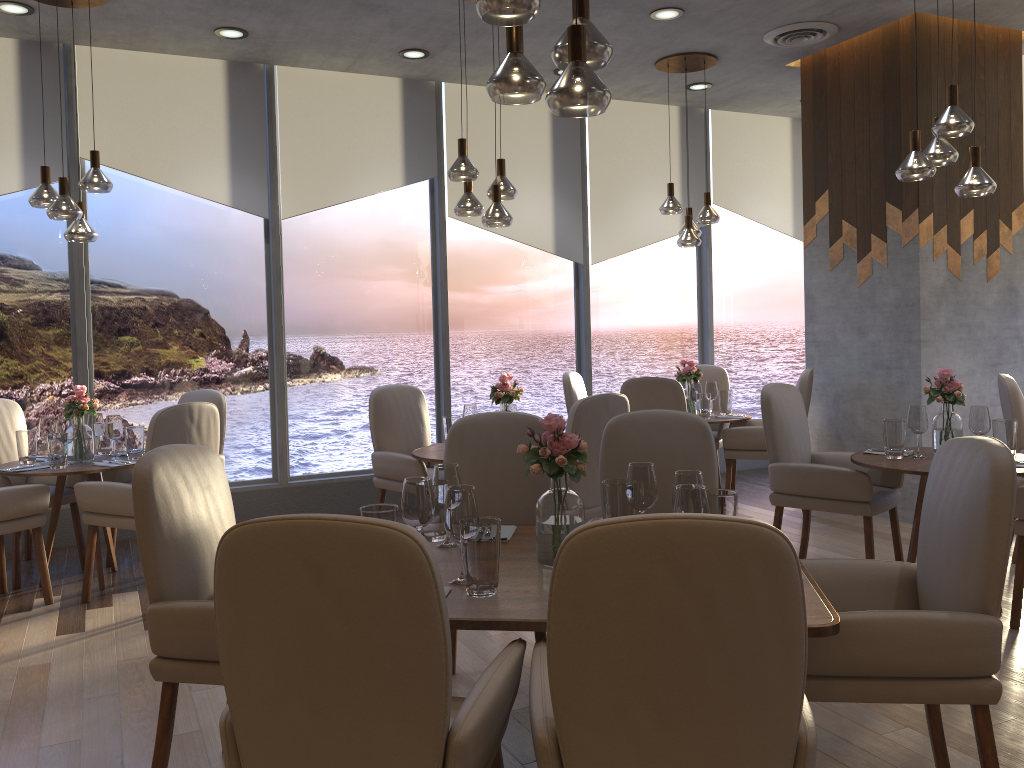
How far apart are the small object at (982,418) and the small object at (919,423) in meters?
0.2 m

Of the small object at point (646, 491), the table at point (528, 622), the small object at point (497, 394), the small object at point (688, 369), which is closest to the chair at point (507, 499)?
the table at point (528, 622)

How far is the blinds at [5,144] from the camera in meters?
5.5 m

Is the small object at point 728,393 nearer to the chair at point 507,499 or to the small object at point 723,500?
the chair at point 507,499

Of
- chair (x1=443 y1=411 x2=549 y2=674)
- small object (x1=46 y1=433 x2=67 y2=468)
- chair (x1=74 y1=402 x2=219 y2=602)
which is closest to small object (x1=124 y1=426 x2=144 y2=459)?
small object (x1=46 y1=433 x2=67 y2=468)

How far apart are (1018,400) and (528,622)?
3.8m

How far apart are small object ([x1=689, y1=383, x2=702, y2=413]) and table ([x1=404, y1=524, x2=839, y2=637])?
3.56m

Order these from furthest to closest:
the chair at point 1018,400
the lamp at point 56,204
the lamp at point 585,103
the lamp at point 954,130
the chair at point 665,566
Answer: the chair at point 1018,400 < the lamp at point 56,204 < the lamp at point 954,130 < the lamp at point 585,103 < the chair at point 665,566

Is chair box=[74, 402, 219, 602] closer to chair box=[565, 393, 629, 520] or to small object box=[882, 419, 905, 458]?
chair box=[565, 393, 629, 520]

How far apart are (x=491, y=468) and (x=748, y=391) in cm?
536
